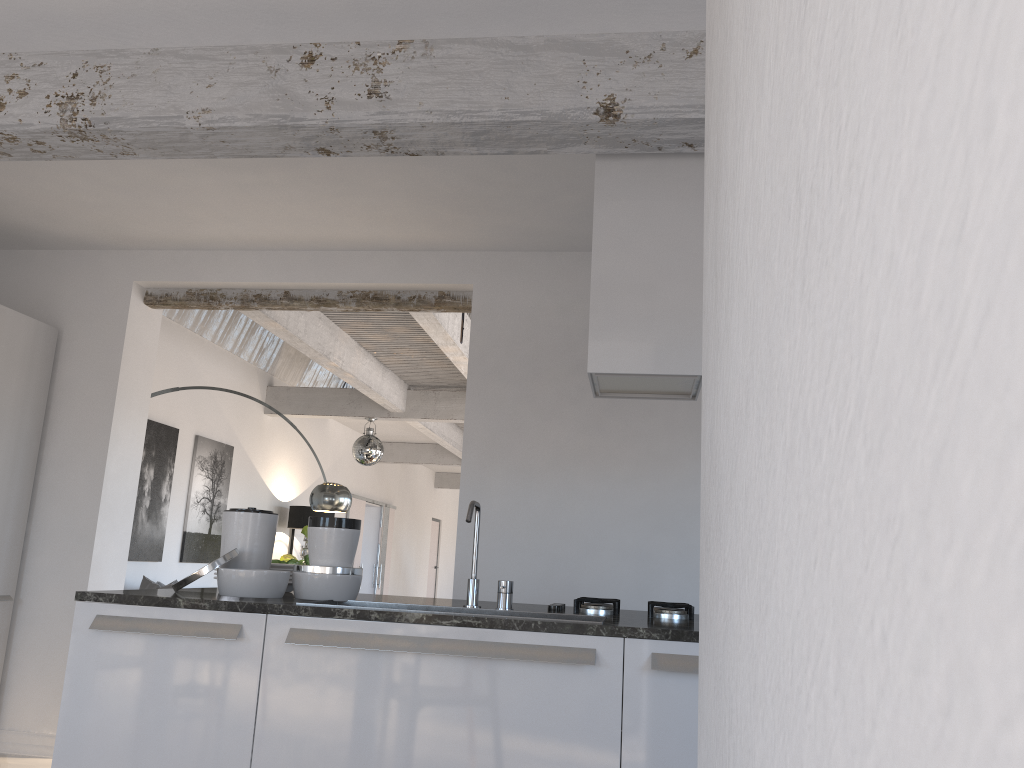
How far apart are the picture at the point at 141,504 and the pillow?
0.3m

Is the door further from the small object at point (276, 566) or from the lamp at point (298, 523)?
the small object at point (276, 566)

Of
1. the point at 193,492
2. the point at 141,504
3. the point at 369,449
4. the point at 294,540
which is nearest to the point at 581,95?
the point at 141,504

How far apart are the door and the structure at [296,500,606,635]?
9.9 meters

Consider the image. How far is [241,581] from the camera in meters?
2.8

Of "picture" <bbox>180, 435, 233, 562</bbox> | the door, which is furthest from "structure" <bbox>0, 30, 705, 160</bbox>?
the door

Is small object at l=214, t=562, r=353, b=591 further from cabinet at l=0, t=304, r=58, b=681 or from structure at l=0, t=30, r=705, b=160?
cabinet at l=0, t=304, r=58, b=681

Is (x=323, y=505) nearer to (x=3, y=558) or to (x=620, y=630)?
(x=3, y=558)

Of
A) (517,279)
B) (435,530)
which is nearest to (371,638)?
(517,279)

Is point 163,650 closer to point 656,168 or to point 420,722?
point 420,722
